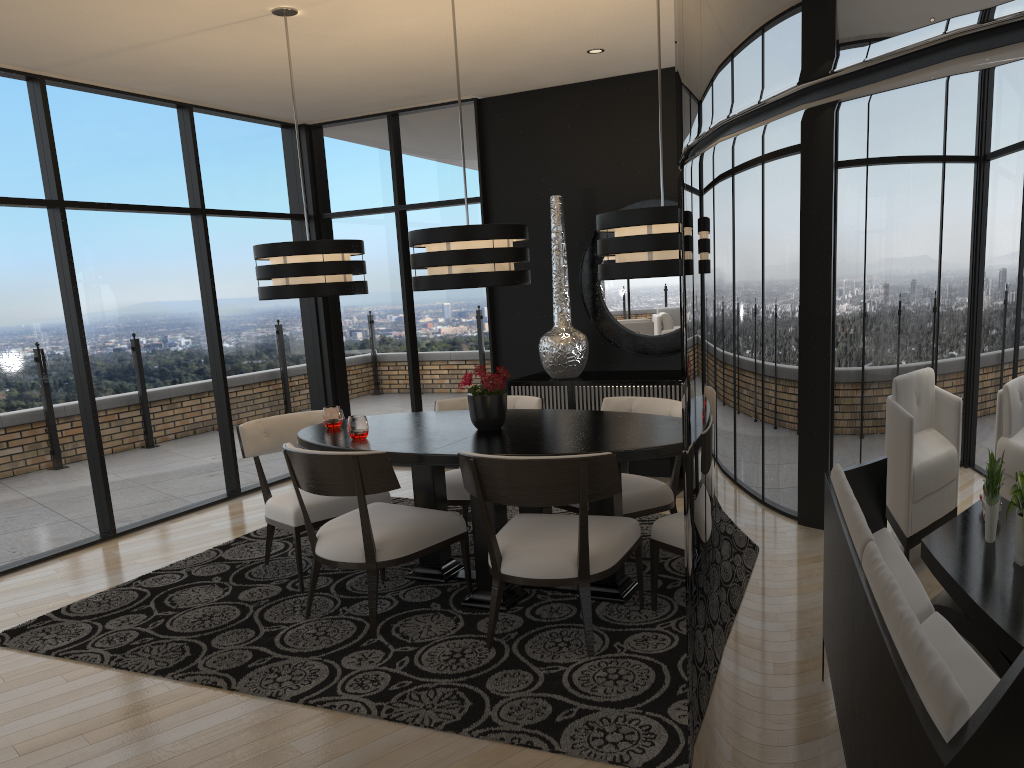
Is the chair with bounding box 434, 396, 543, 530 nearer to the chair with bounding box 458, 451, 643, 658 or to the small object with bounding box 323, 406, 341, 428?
the small object with bounding box 323, 406, 341, 428

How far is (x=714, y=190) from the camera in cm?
35

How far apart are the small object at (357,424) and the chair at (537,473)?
0.77m

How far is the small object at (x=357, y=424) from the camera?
4.0 meters

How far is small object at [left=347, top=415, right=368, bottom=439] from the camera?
4.0 meters

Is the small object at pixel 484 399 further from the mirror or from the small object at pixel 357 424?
the mirror

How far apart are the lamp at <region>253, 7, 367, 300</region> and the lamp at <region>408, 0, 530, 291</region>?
0.5m

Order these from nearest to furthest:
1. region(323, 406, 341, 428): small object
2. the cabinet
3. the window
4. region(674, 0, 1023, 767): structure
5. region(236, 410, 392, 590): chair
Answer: region(674, 0, 1023, 767): structure → region(236, 410, 392, 590): chair → region(323, 406, 341, 428): small object → the window → the cabinet

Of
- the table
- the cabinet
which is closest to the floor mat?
the table

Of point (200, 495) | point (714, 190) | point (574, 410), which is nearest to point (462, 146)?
point (574, 410)
